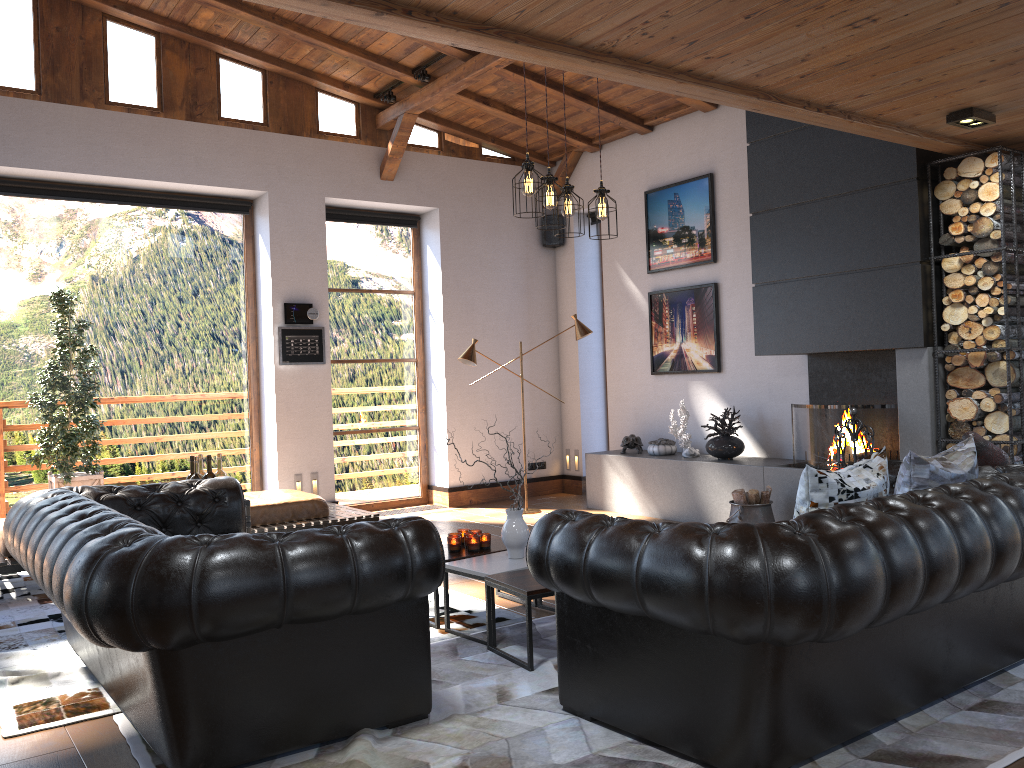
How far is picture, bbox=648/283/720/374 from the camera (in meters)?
8.05

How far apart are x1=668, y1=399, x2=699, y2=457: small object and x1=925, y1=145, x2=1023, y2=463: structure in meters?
2.3

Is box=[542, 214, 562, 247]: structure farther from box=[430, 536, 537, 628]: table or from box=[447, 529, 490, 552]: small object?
box=[447, 529, 490, 552]: small object

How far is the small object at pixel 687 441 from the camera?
7.77m

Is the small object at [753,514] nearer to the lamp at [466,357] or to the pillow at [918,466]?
the lamp at [466,357]

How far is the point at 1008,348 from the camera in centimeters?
538cm

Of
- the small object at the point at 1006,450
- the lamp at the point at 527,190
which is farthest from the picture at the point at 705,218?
the small object at the point at 1006,450

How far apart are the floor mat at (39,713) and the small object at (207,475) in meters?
1.1 m

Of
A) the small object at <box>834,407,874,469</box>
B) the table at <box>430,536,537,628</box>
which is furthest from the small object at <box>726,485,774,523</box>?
the table at <box>430,536,537,628</box>

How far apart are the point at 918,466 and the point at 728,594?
1.5 meters
